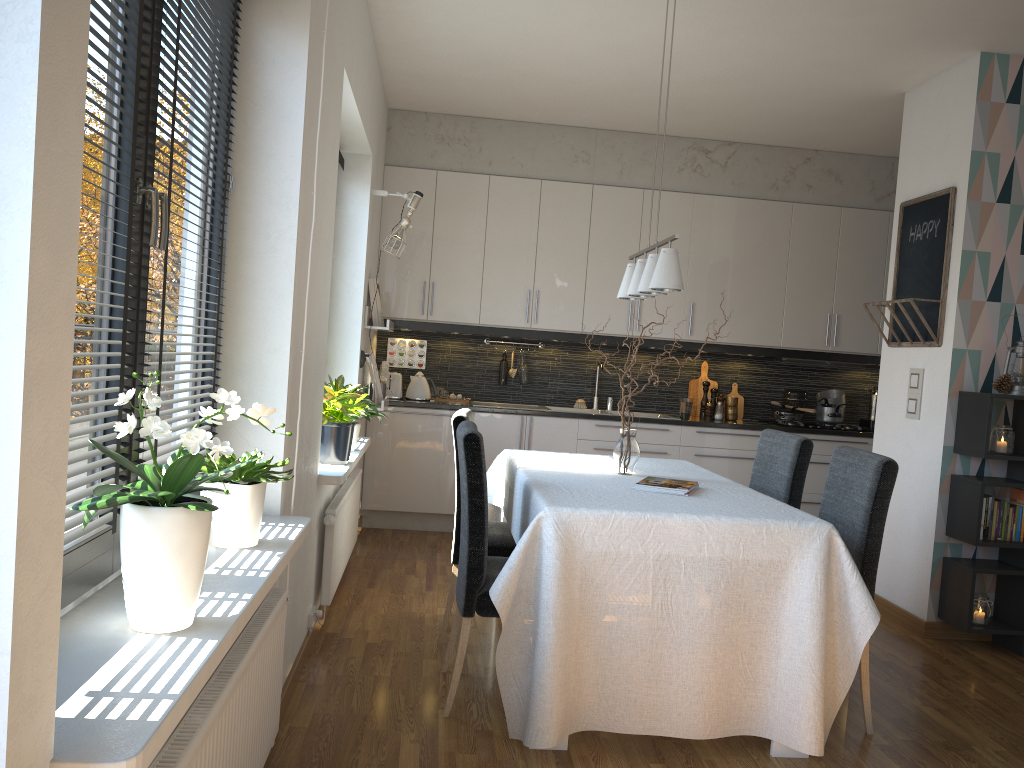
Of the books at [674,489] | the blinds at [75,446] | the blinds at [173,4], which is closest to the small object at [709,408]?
the books at [674,489]

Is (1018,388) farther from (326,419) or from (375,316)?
(375,316)

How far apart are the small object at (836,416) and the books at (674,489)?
3.48m

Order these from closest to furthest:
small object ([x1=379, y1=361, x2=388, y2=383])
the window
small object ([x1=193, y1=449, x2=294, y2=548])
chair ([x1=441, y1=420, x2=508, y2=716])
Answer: the window < small object ([x1=193, y1=449, x2=294, y2=548]) < chair ([x1=441, y1=420, x2=508, y2=716]) < small object ([x1=379, y1=361, x2=388, y2=383])

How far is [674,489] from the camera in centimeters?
316cm

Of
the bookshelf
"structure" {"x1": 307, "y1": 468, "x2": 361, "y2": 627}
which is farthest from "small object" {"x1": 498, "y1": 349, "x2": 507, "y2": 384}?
the bookshelf

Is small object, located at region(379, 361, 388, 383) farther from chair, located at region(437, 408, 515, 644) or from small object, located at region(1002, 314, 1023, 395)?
small object, located at region(1002, 314, 1023, 395)

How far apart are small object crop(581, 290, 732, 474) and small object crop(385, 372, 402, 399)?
2.7m

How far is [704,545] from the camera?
2.75m

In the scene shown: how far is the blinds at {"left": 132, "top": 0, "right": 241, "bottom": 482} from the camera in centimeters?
191cm
